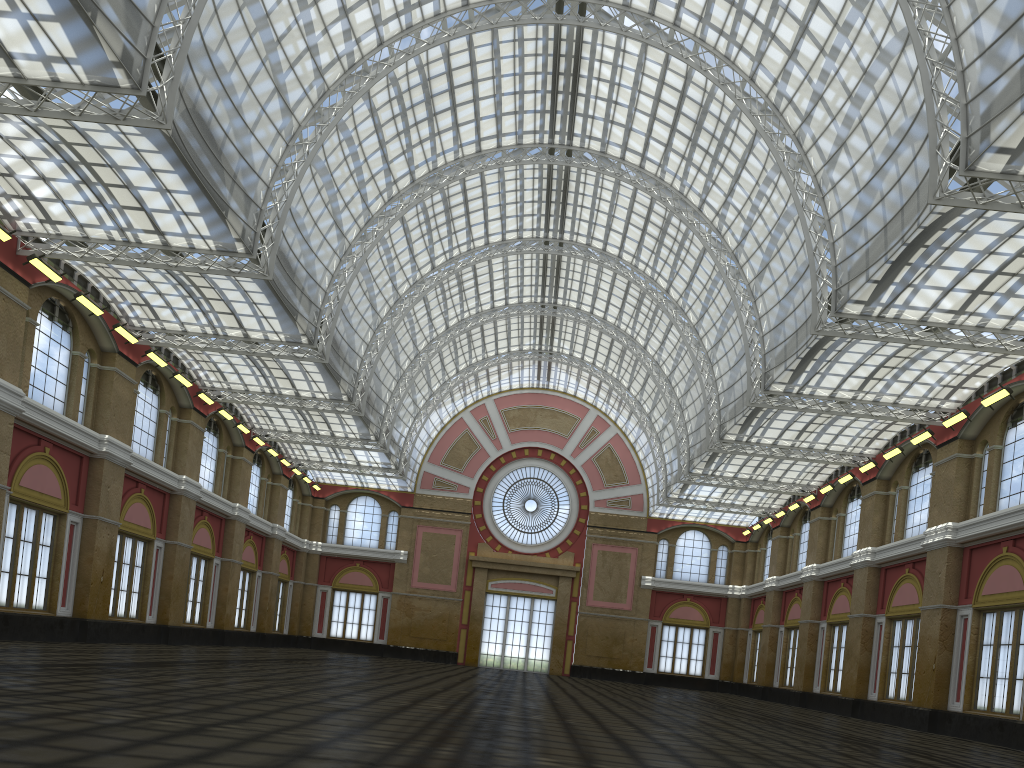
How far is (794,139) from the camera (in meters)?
33.55
